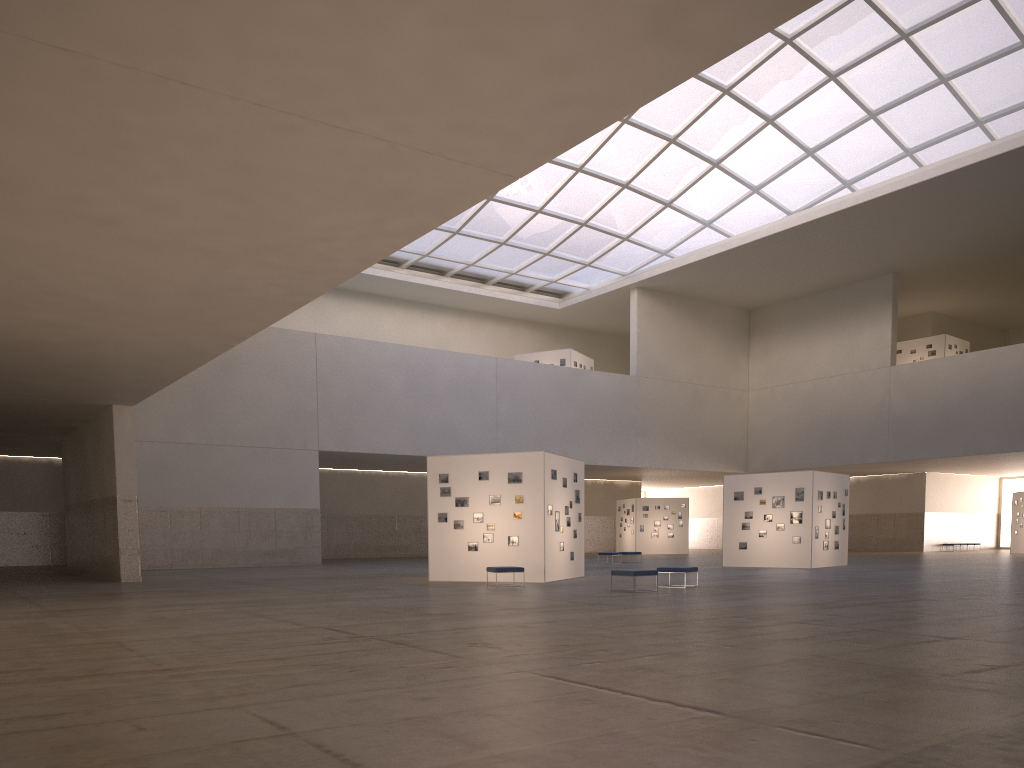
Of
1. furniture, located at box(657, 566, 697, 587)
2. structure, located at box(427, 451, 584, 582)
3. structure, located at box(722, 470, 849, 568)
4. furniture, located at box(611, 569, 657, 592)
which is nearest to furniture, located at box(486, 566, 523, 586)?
structure, located at box(427, 451, 584, 582)

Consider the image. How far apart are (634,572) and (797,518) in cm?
1891

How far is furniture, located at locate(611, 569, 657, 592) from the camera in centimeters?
2453cm

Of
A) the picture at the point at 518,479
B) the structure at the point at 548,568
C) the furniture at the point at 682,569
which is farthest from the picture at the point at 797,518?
the furniture at the point at 682,569

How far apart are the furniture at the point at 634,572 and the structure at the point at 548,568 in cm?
548

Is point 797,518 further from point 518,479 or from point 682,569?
point 518,479

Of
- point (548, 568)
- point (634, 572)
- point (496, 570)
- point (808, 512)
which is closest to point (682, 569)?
point (634, 572)

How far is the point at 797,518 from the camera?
40.55m

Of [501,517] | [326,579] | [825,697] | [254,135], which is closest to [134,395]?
[326,579]

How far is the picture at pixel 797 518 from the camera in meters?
40.6 m
